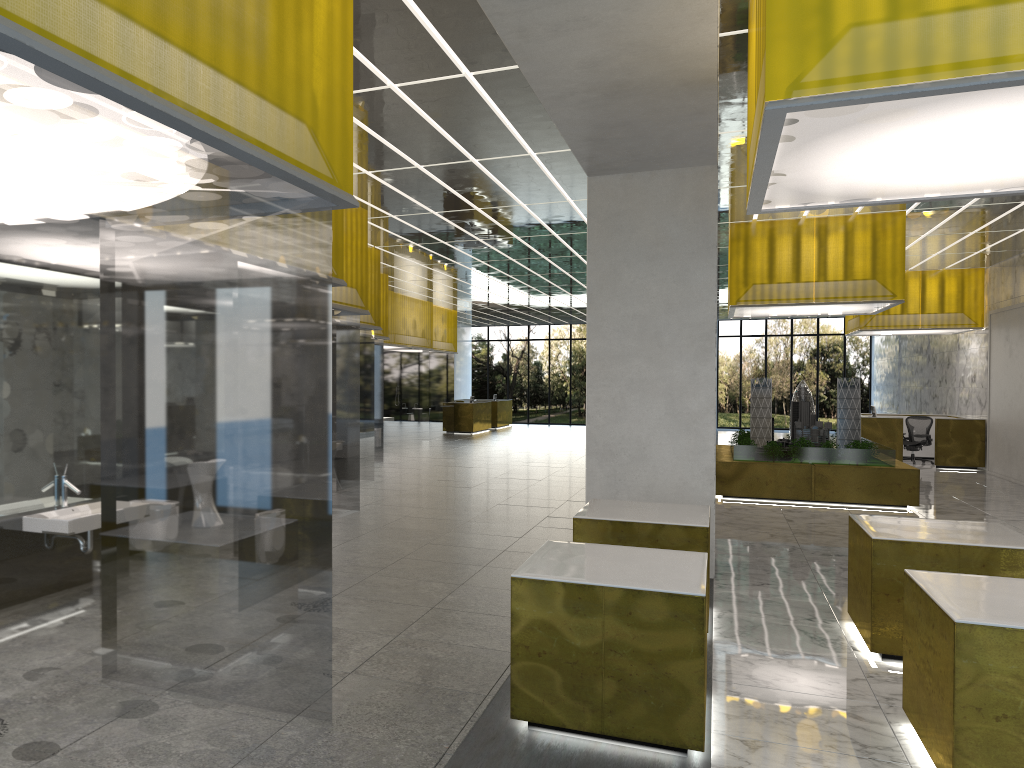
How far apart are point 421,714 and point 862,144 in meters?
5.3

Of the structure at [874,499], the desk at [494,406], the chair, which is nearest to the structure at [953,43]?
the structure at [874,499]

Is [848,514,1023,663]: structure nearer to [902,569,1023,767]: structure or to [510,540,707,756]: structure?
[902,569,1023,767]: structure

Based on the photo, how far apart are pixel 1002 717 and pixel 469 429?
36.81m

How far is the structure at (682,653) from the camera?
6.1 meters

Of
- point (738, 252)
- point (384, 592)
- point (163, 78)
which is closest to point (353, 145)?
point (384, 592)

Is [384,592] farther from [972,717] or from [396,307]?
[396,307]

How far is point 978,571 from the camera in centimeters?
831cm

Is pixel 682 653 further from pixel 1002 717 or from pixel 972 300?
pixel 972 300

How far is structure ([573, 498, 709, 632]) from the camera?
9.02m
